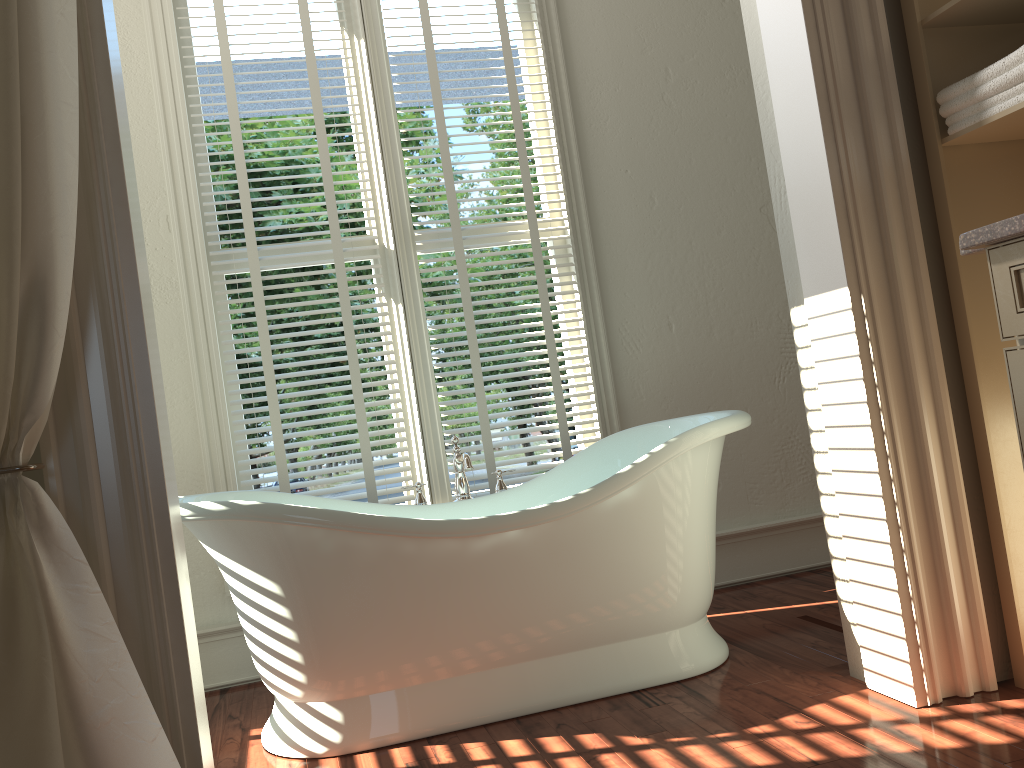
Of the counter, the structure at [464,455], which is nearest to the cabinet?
the counter

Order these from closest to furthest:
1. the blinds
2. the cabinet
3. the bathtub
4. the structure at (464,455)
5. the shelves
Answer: the cabinet
the shelves
the bathtub
the structure at (464,455)
the blinds

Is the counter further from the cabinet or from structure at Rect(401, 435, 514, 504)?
structure at Rect(401, 435, 514, 504)

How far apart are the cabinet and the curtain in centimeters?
138cm

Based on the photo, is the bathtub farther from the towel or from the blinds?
the towel

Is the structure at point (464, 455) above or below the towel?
below

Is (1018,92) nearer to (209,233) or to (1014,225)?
(1014,225)

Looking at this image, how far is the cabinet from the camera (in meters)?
1.37

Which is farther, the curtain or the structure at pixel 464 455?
the structure at pixel 464 455

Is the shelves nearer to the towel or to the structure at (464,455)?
the towel
